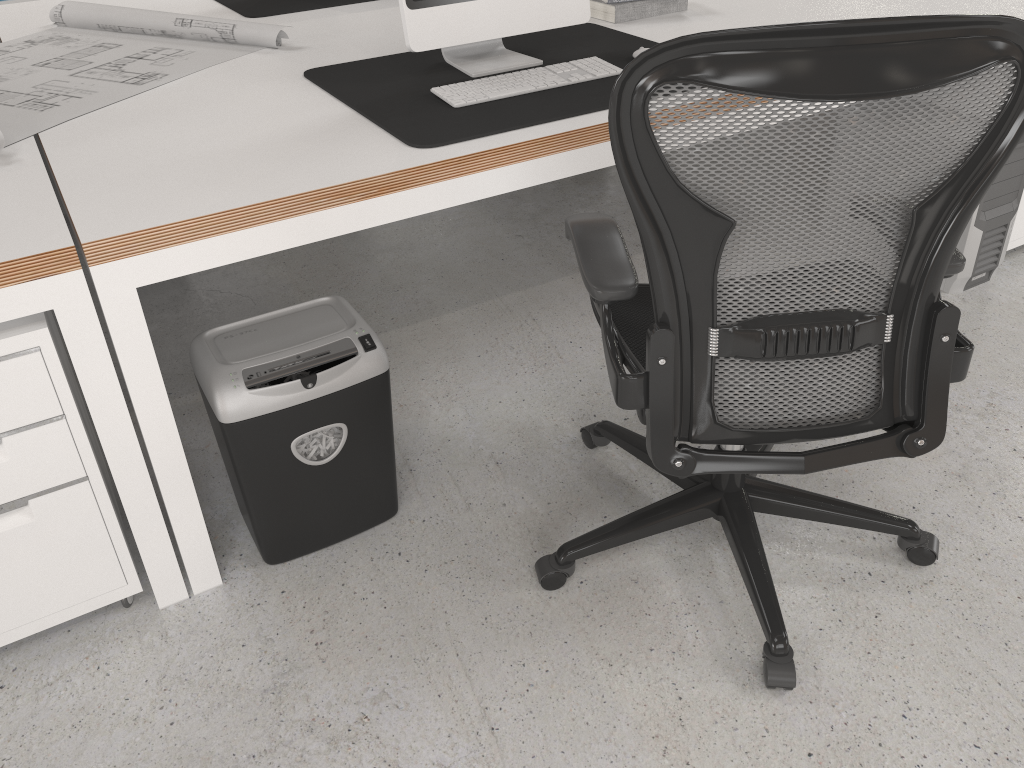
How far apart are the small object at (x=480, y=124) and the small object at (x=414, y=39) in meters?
0.0 m

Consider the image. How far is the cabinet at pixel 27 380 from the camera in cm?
141

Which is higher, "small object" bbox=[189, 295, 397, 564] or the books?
the books

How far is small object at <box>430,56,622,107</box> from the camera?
1.9m

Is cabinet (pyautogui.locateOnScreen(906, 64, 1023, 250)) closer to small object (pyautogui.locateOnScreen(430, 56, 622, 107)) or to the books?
the books

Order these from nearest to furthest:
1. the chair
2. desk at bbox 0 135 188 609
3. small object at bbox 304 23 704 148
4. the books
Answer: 1. the chair
2. desk at bbox 0 135 188 609
3. small object at bbox 304 23 704 148
4. the books

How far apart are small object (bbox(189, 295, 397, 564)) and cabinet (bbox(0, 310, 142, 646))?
0.21m

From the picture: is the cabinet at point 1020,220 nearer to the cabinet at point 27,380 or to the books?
the books

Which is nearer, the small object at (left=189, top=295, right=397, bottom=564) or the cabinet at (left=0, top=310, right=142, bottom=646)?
the cabinet at (left=0, top=310, right=142, bottom=646)

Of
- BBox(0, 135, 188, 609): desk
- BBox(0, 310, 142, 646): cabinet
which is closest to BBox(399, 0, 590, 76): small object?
BBox(0, 135, 188, 609): desk
